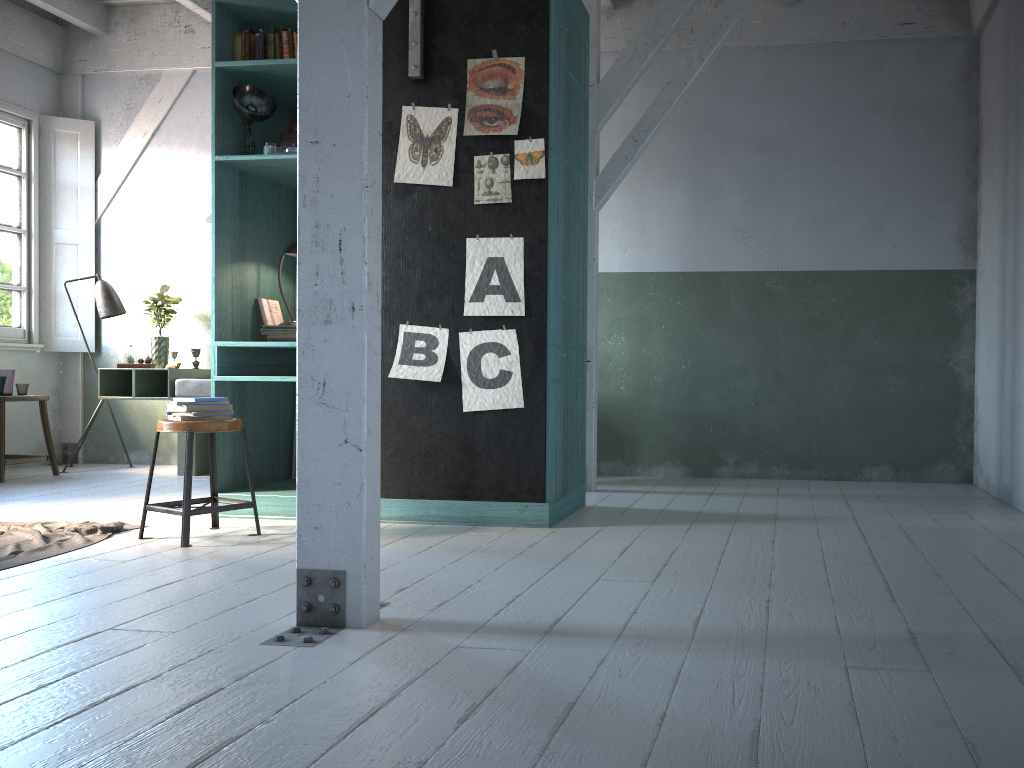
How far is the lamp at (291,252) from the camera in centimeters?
599cm

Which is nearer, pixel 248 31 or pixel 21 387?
pixel 248 31

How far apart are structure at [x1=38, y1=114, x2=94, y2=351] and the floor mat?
4.2m

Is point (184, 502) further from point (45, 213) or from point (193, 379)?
point (45, 213)

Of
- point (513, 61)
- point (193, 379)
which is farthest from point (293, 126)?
point (193, 379)

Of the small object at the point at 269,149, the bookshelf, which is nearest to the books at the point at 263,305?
the bookshelf

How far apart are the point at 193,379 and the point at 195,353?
0.81m

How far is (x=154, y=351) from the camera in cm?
866

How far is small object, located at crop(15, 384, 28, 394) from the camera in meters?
8.0

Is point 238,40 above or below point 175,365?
above
